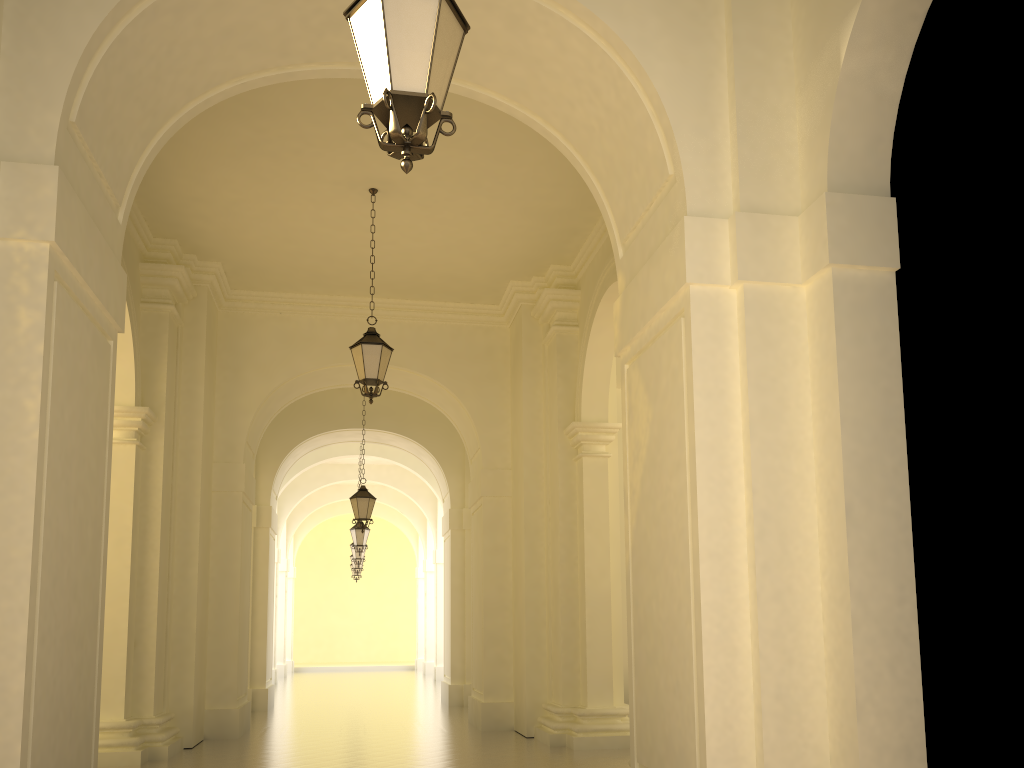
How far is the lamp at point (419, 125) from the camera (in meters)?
3.55

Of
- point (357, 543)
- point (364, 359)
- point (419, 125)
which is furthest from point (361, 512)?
point (419, 125)

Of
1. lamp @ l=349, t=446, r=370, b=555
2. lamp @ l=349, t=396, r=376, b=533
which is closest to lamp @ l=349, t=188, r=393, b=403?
lamp @ l=349, t=396, r=376, b=533

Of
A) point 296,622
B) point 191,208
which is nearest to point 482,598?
point 191,208

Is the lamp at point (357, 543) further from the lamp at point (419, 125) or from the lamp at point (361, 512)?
the lamp at point (419, 125)

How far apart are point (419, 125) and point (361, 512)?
12.9m

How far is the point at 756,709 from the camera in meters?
4.8 m

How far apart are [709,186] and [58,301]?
3.98m

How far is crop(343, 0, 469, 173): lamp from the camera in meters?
3.5

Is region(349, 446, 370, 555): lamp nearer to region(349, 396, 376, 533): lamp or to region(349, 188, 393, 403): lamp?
region(349, 396, 376, 533): lamp
